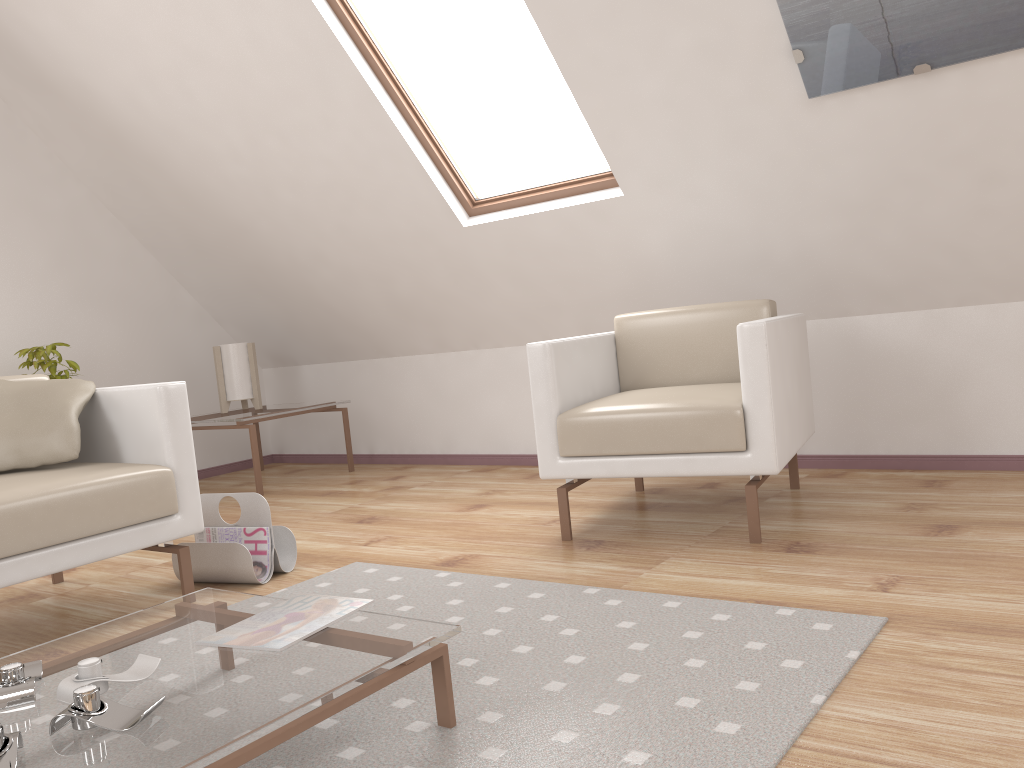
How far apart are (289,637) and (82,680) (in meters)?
0.33

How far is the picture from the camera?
2.4 meters

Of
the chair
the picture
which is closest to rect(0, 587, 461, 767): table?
the chair

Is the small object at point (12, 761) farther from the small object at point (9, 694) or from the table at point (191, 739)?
the small object at point (9, 694)

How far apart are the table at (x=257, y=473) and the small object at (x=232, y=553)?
1.5 meters

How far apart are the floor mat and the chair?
0.4 meters

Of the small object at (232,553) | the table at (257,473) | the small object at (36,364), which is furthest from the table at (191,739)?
the small object at (36,364)

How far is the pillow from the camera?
2.46m

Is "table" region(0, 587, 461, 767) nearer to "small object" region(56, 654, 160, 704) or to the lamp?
"small object" region(56, 654, 160, 704)

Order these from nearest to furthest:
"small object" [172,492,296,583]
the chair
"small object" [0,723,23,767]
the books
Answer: "small object" [0,723,23,767]
the books
the chair
"small object" [172,492,296,583]
